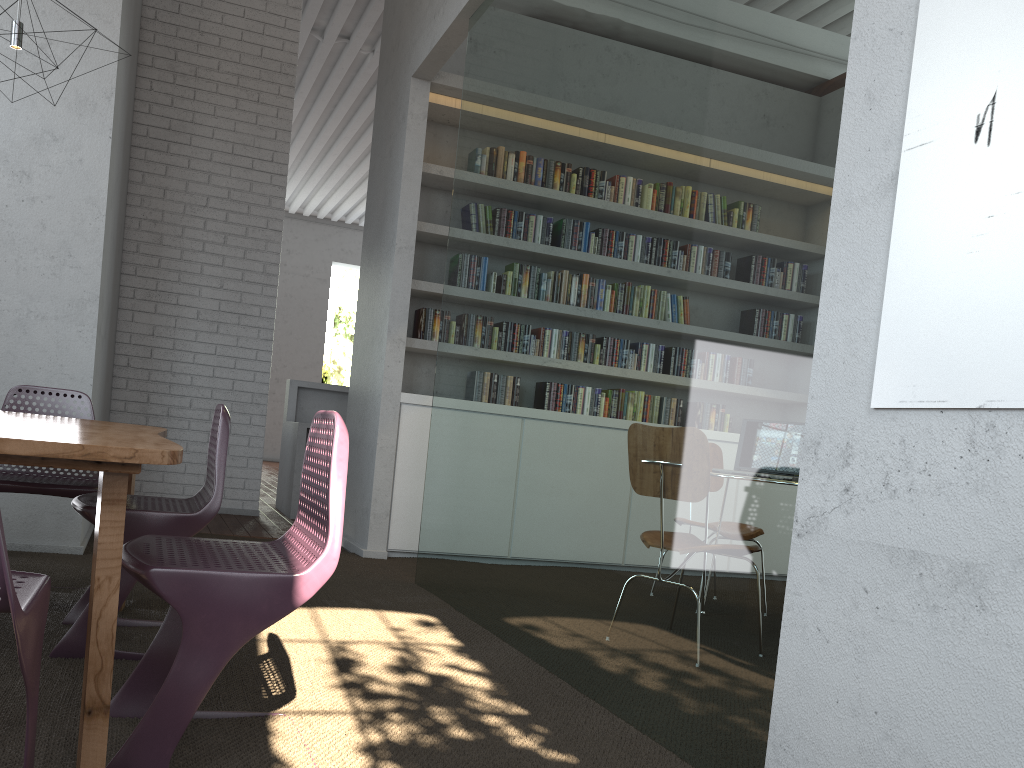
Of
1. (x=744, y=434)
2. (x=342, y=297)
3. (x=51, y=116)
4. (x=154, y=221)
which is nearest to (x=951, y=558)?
(x=744, y=434)

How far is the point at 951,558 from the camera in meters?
1.5 m

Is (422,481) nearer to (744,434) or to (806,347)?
(744,434)

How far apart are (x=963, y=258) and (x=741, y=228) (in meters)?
0.76
